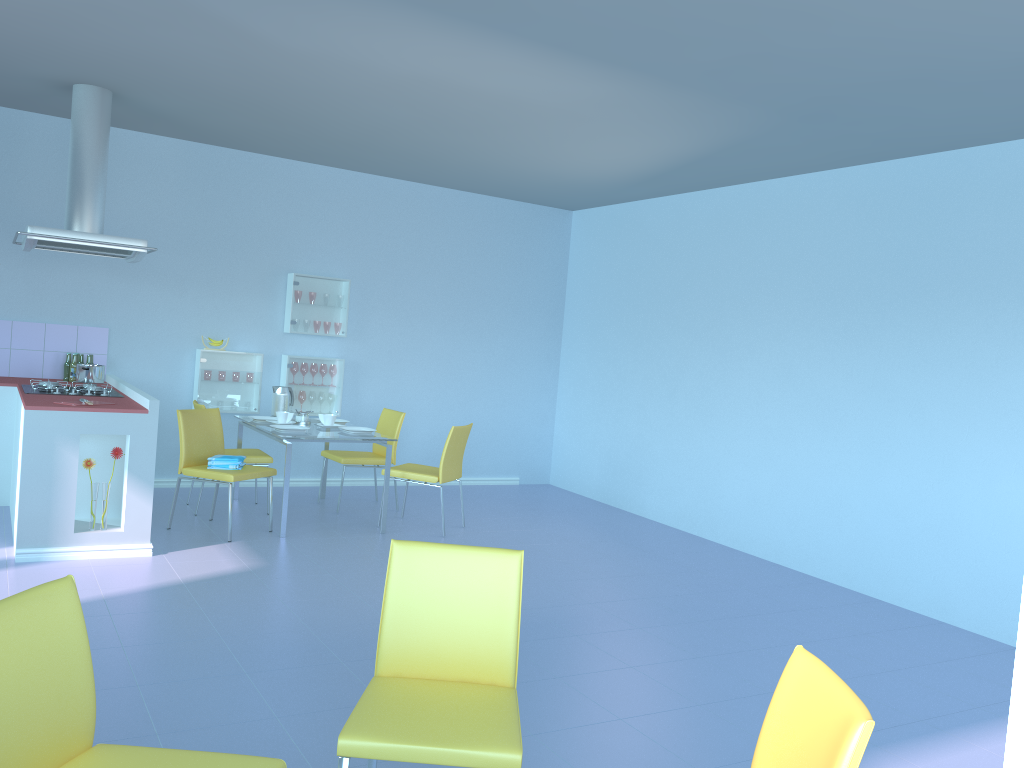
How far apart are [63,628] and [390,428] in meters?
4.7

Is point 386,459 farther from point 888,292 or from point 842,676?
point 888,292

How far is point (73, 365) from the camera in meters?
5.8 m

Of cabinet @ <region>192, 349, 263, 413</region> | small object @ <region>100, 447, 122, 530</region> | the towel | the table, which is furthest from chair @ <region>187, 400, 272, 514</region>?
small object @ <region>100, 447, 122, 530</region>

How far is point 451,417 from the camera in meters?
7.6 m

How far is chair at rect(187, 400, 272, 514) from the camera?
5.72m

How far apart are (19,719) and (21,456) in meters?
3.1

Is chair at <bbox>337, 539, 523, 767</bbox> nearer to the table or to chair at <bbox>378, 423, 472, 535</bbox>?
the table

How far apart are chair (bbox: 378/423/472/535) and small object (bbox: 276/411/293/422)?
0.8 meters

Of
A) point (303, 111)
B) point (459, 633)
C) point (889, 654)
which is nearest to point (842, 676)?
point (889, 654)
